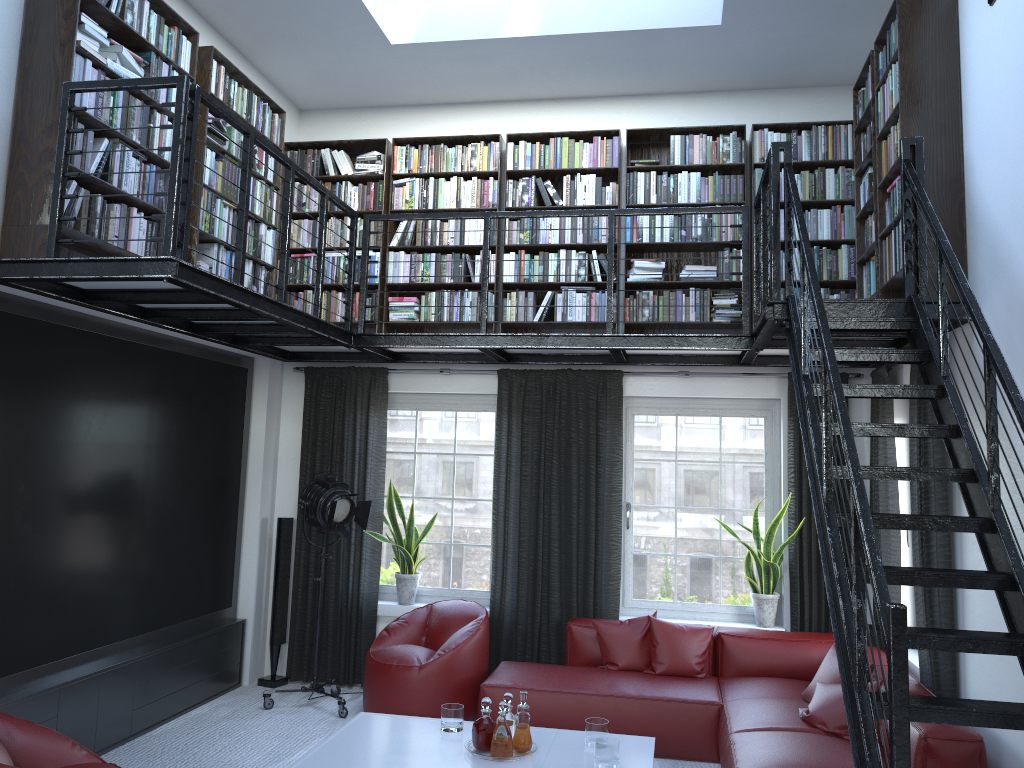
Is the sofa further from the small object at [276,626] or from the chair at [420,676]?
the small object at [276,626]

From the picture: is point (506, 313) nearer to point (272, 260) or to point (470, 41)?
point (272, 260)

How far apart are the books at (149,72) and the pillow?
2.5 meters

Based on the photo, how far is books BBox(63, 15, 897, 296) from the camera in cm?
429

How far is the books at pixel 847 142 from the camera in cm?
619

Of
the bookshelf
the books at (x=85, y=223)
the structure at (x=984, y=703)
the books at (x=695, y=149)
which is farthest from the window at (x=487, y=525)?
the books at (x=85, y=223)

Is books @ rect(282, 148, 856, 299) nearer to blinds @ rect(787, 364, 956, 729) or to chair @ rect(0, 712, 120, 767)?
blinds @ rect(787, 364, 956, 729)

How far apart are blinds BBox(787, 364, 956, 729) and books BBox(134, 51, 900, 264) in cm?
83

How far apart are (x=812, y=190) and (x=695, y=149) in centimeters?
87cm

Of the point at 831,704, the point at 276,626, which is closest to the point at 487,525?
the point at 276,626
